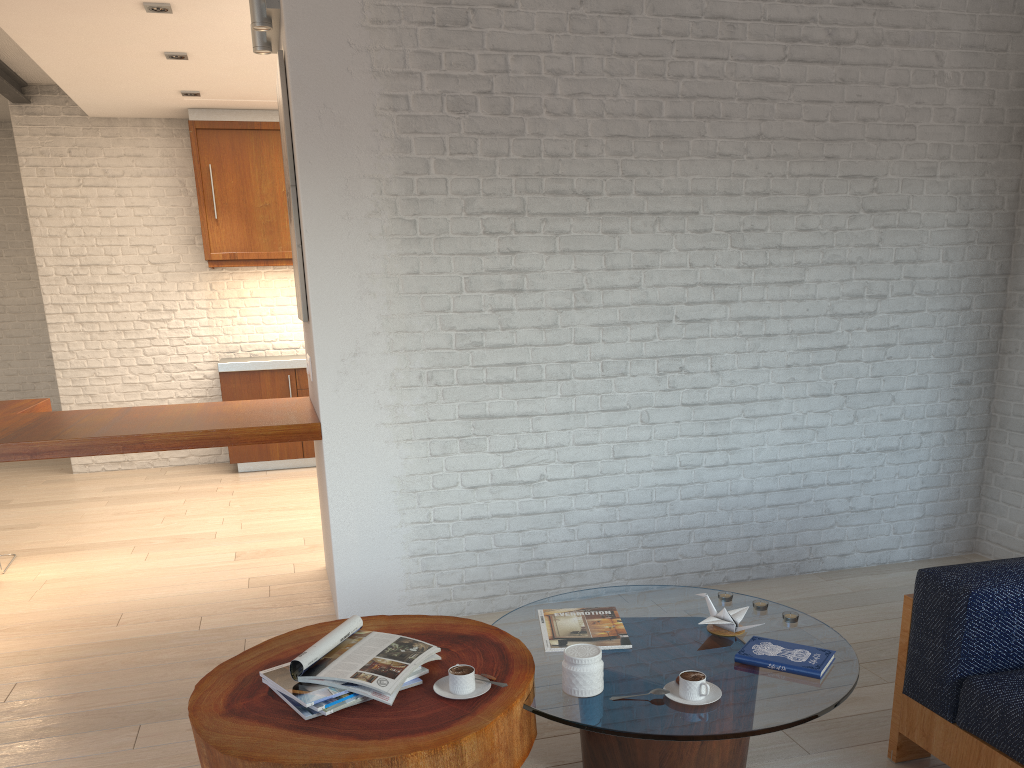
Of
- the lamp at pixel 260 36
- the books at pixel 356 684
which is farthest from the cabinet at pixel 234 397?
the books at pixel 356 684

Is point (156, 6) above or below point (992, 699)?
above

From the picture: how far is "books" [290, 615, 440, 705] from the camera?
2.0m

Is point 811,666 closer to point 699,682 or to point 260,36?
point 699,682

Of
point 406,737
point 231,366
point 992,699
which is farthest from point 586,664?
point 231,366

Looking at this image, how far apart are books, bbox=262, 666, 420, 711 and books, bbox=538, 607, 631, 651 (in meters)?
0.62

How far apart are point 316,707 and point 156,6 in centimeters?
401cm

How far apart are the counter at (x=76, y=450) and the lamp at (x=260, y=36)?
1.64m

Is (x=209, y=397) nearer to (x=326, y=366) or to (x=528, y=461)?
(x=326, y=366)

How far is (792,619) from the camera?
2.6 meters
